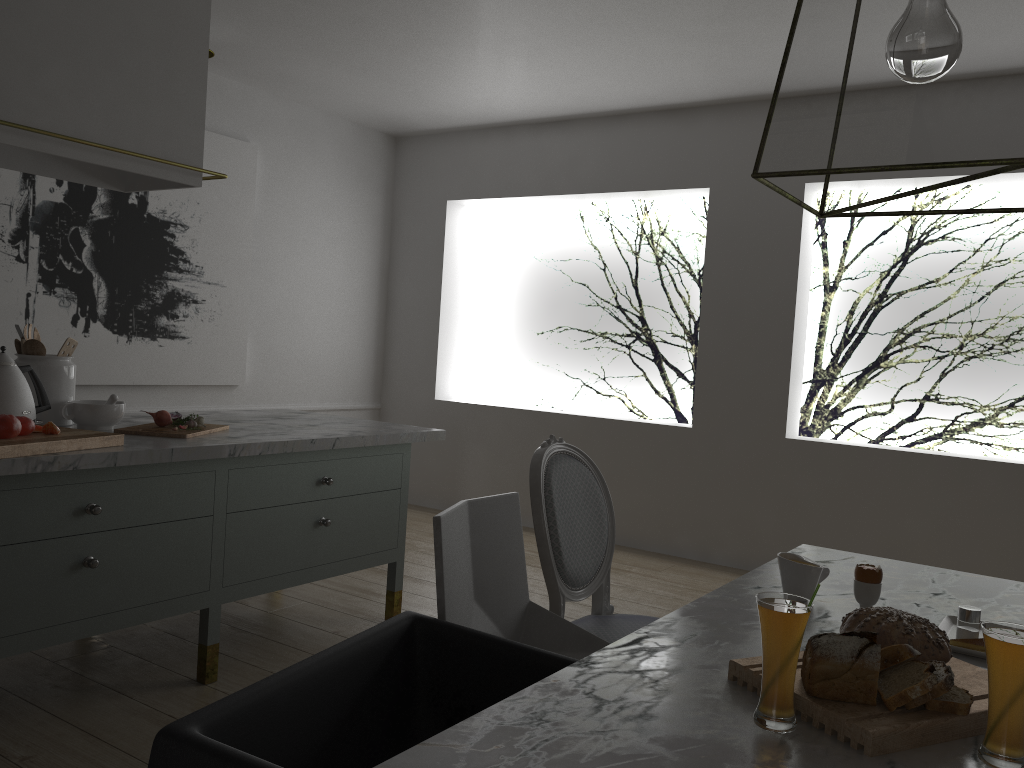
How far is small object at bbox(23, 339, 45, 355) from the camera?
2.6 meters

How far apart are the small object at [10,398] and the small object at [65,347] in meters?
0.2

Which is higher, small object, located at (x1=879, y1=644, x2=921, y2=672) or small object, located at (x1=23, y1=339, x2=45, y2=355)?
small object, located at (x1=23, y1=339, x2=45, y2=355)

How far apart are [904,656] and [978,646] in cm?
39

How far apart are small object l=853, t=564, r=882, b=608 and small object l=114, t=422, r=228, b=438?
1.8m

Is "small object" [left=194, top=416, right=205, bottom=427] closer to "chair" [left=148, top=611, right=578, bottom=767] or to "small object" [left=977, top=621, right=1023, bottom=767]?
"chair" [left=148, top=611, right=578, bottom=767]

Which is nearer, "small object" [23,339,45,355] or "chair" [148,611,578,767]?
"chair" [148,611,578,767]

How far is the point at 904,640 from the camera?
1.28m

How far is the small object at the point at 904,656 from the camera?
1.2 meters

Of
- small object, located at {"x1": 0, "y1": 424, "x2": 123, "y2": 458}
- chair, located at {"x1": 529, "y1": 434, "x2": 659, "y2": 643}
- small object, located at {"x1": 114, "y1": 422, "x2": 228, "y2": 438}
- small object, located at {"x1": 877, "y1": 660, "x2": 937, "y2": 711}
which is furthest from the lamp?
small object, located at {"x1": 114, "y1": 422, "x2": 228, "y2": 438}
